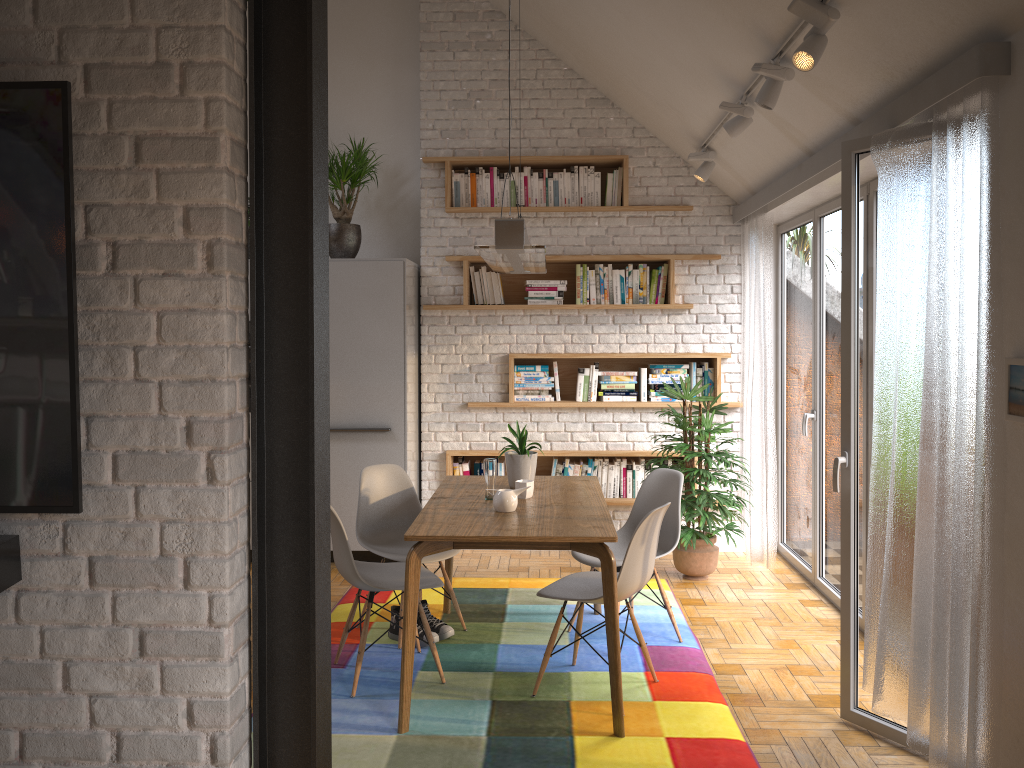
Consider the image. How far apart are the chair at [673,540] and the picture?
1.9m

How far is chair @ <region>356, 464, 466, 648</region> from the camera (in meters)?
4.52

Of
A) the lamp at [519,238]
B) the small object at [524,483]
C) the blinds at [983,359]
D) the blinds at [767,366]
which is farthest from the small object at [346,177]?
the blinds at [983,359]

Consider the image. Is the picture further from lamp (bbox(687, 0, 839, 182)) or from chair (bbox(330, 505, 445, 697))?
chair (bbox(330, 505, 445, 697))

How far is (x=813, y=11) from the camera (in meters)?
3.05

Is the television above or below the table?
above

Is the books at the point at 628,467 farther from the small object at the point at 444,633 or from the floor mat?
the small object at the point at 444,633

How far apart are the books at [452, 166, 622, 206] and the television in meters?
4.6 m

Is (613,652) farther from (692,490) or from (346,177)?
(346,177)

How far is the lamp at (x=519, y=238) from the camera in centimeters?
329cm
